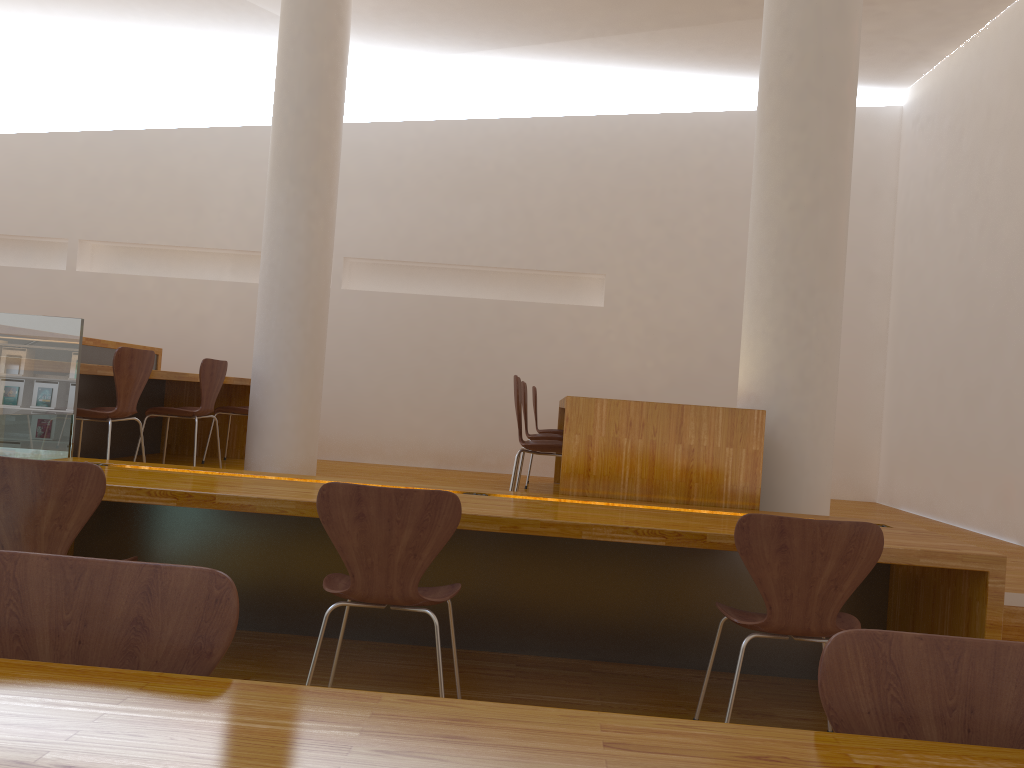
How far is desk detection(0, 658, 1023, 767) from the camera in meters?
0.8

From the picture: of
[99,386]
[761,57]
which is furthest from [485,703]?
[99,386]

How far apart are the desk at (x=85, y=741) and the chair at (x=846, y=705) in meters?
0.1 m

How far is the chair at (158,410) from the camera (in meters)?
4.95

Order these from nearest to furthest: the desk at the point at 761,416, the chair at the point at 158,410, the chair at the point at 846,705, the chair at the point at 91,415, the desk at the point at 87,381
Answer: the chair at the point at 846,705 → the desk at the point at 761,416 → the chair at the point at 91,415 → the chair at the point at 158,410 → the desk at the point at 87,381

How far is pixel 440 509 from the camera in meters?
2.3

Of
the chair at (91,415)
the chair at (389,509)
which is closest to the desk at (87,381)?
the chair at (91,415)

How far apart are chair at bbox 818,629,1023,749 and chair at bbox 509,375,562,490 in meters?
2.8

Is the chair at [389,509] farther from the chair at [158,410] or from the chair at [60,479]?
the chair at [158,410]

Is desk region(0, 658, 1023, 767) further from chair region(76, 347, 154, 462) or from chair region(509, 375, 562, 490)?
chair region(76, 347, 154, 462)
